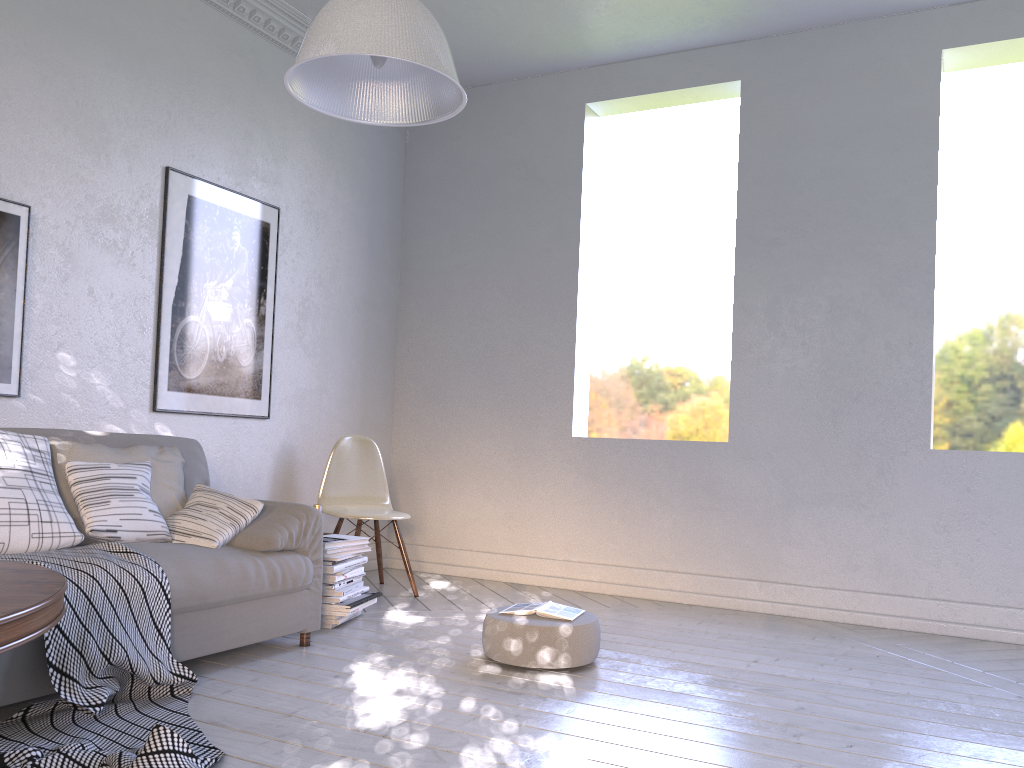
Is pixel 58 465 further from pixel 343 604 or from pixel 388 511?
pixel 388 511

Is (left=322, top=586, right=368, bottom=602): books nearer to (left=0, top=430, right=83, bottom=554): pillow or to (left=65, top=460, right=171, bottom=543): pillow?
(left=65, top=460, right=171, bottom=543): pillow

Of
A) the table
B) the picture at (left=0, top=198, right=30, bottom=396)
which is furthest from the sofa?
the table

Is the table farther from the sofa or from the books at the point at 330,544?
the books at the point at 330,544

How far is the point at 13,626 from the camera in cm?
117

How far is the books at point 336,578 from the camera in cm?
317

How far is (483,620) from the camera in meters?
3.4

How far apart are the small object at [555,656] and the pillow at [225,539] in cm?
80

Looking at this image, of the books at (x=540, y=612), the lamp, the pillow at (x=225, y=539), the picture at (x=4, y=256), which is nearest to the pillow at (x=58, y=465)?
the pillow at (x=225, y=539)

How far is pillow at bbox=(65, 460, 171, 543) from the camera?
2.5 meters
